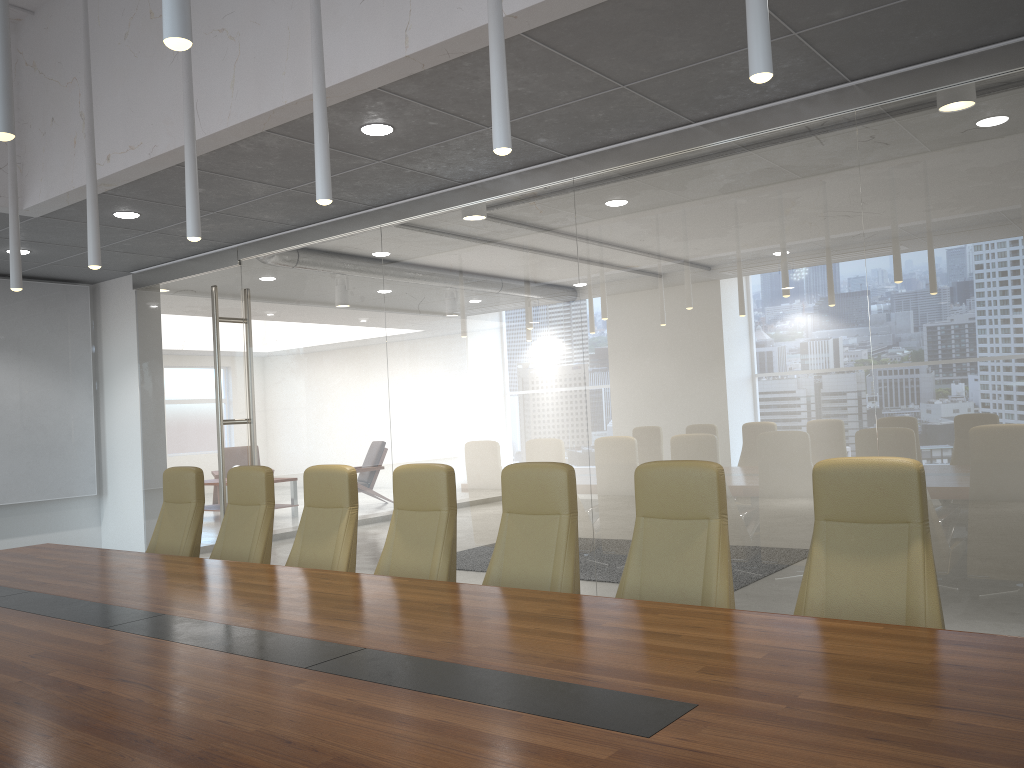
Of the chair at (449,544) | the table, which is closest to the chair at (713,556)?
the table

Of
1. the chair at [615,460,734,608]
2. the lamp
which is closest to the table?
the chair at [615,460,734,608]

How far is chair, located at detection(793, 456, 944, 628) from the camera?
3.40m

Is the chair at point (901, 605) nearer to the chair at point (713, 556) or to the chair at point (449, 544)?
the chair at point (713, 556)

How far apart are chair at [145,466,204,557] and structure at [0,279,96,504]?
4.3m

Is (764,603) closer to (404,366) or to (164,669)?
(404,366)

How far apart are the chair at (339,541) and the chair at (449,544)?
0.3m

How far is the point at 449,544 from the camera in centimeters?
480cm

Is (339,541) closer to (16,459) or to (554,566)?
(554,566)

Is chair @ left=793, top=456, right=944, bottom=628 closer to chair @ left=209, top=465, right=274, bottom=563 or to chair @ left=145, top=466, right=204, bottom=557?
chair @ left=209, top=465, right=274, bottom=563
